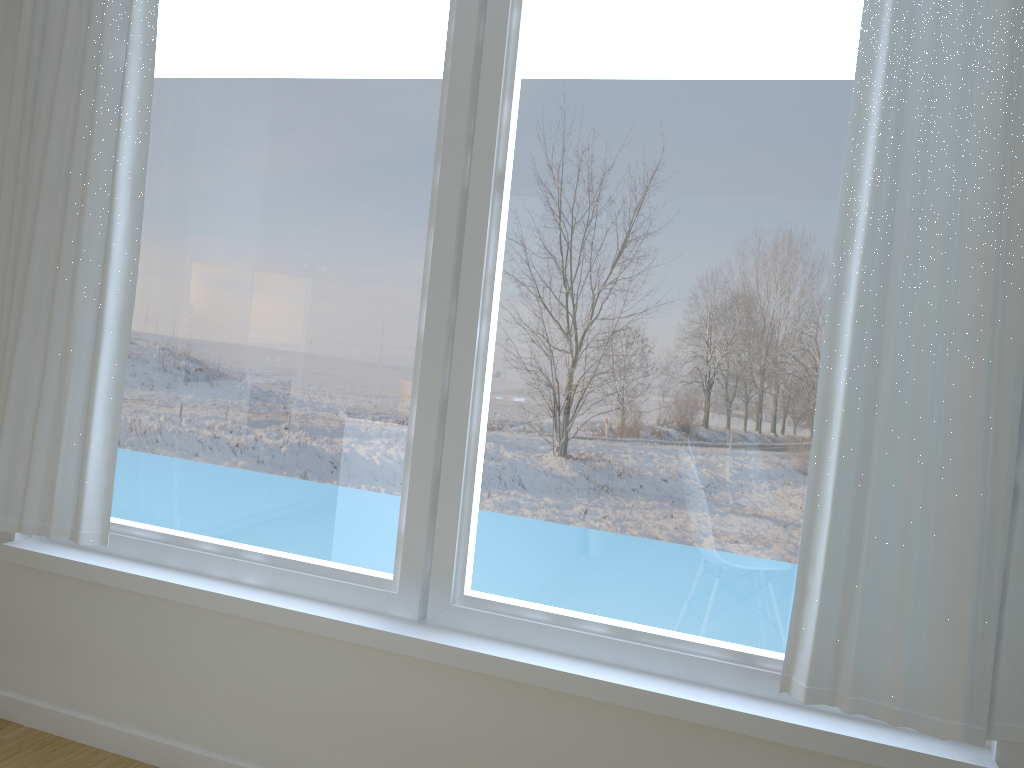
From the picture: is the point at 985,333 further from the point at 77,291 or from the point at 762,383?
the point at 77,291

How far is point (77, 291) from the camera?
2.6 meters

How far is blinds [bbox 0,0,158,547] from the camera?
2.56m

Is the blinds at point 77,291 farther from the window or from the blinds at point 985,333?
the blinds at point 985,333

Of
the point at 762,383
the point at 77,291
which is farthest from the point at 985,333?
the point at 77,291

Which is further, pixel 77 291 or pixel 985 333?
pixel 77 291

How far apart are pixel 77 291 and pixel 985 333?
2.35m

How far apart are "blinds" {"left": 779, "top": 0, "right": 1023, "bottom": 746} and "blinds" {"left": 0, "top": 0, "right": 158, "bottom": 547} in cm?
192

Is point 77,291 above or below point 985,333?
below

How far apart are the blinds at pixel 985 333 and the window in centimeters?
11cm
